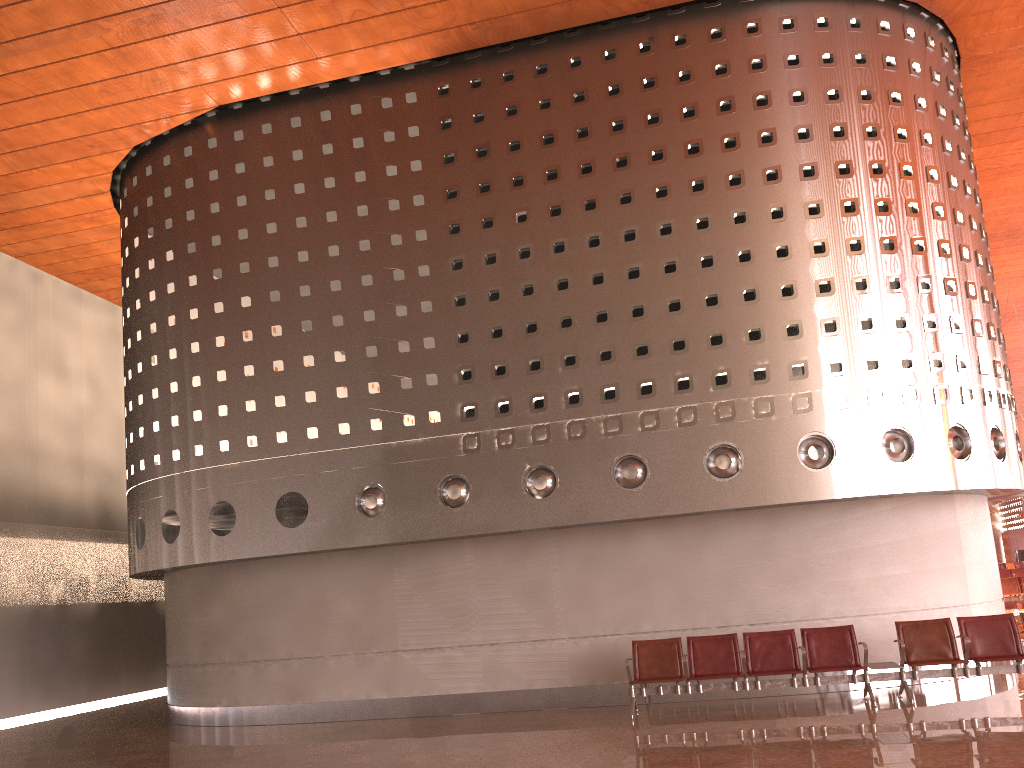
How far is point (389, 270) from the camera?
12.6m

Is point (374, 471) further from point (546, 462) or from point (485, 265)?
point (485, 265)
